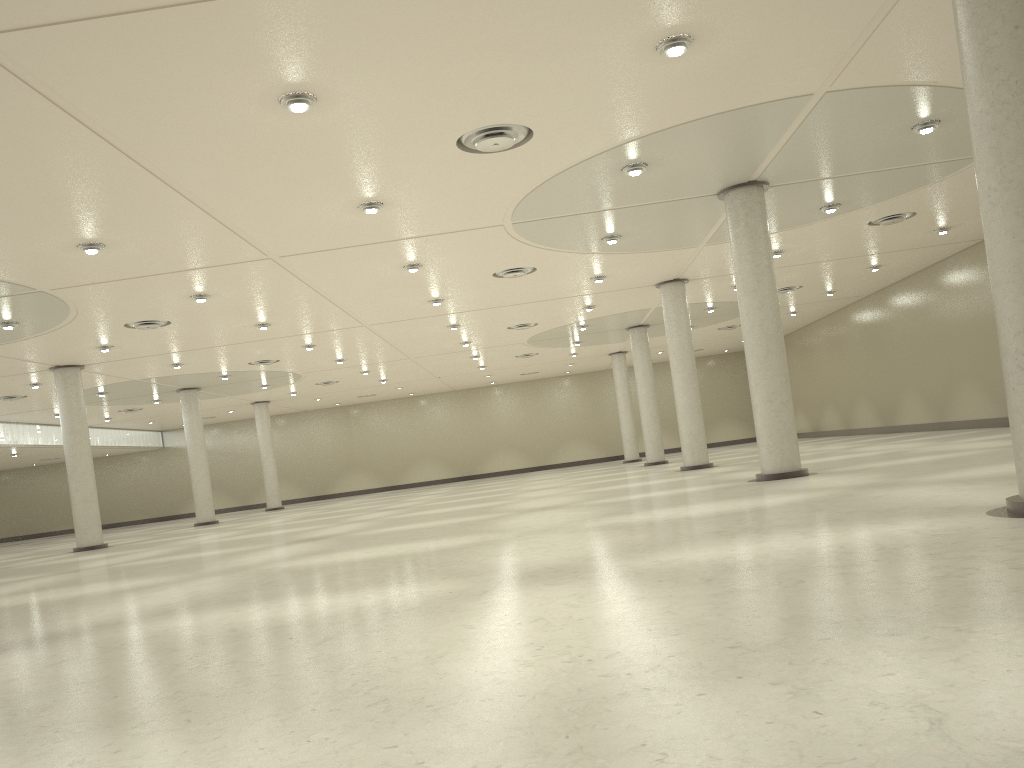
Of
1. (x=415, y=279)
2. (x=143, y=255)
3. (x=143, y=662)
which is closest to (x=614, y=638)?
(x=143, y=662)
